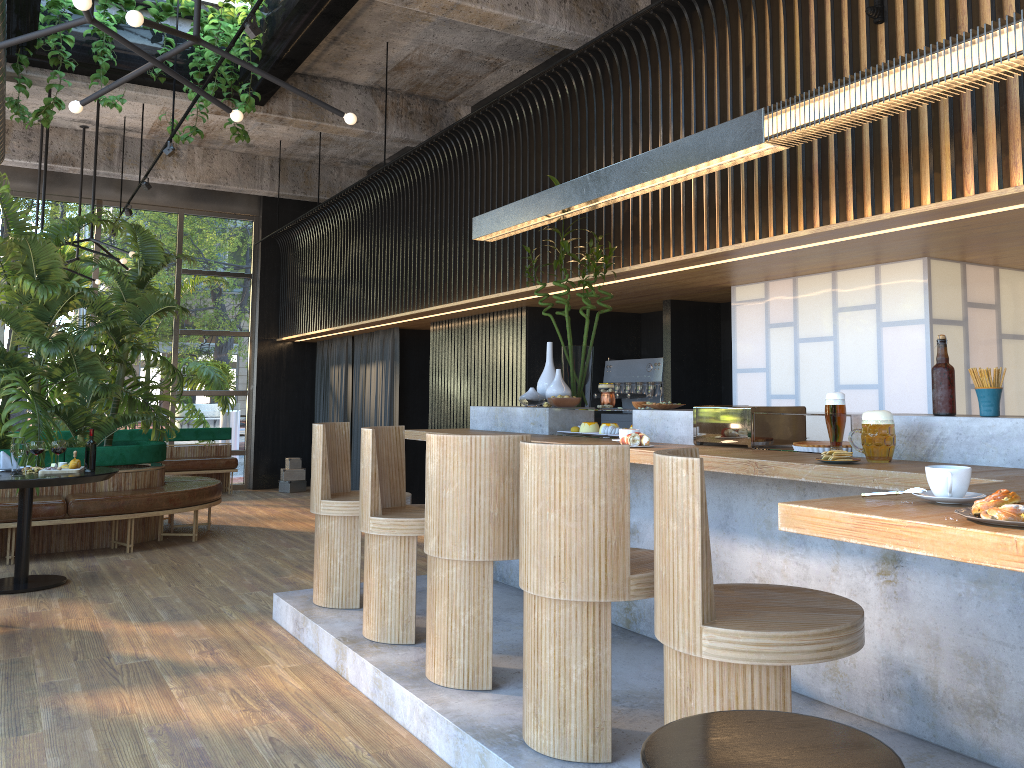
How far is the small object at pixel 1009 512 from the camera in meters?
1.5 m

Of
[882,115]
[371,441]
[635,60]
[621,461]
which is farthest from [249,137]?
[621,461]

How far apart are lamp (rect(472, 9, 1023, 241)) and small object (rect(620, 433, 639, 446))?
1.3 meters

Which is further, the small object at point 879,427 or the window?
the window

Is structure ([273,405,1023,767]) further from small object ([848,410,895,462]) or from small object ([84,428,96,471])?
small object ([84,428,96,471])

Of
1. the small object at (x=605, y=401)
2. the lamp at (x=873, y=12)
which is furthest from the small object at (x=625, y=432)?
the lamp at (x=873, y=12)

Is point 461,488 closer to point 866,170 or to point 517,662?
point 517,662

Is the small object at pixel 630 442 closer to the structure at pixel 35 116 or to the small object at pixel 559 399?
the small object at pixel 559 399

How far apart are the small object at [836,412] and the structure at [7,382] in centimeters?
646cm

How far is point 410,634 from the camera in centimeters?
410cm
